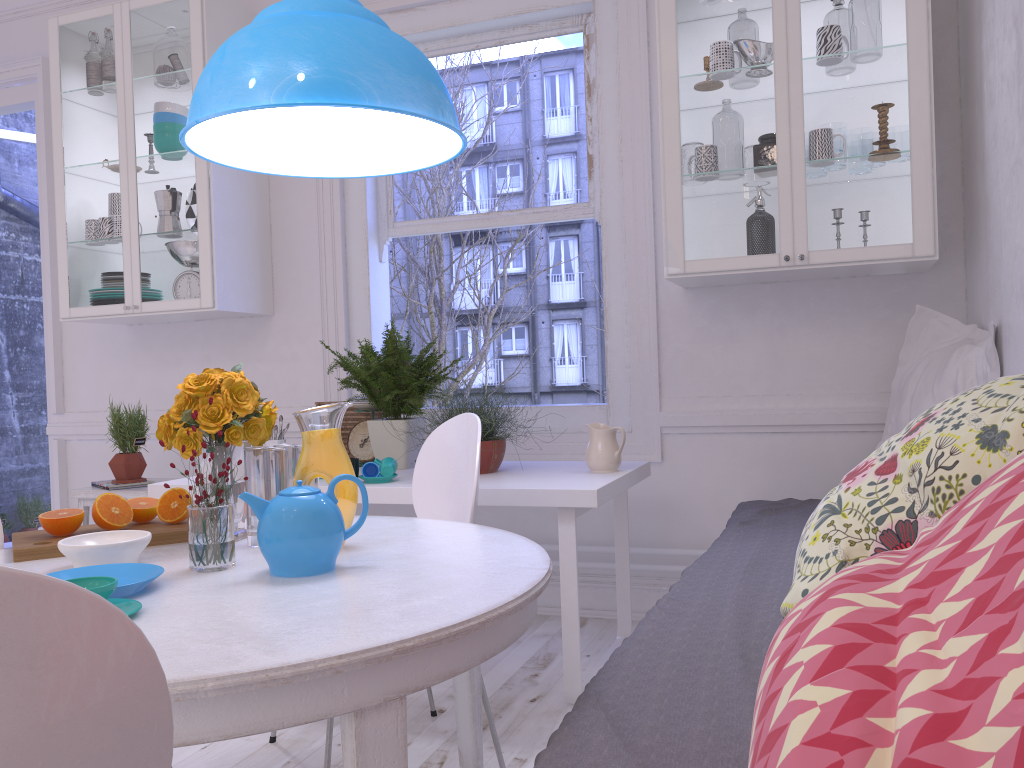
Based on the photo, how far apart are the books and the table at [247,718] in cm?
196

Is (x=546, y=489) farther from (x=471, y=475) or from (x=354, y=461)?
(x=354, y=461)

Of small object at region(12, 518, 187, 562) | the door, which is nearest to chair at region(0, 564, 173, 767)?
small object at region(12, 518, 187, 562)

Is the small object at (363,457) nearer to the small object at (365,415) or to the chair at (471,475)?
the small object at (365,415)

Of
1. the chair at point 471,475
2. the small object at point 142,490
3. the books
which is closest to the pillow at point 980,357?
the chair at point 471,475

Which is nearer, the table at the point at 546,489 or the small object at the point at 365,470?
the table at the point at 546,489

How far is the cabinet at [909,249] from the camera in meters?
2.7

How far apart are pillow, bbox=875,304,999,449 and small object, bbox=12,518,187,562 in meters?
2.1 m

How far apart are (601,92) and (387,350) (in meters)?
1.34

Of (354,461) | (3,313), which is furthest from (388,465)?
(3,313)
